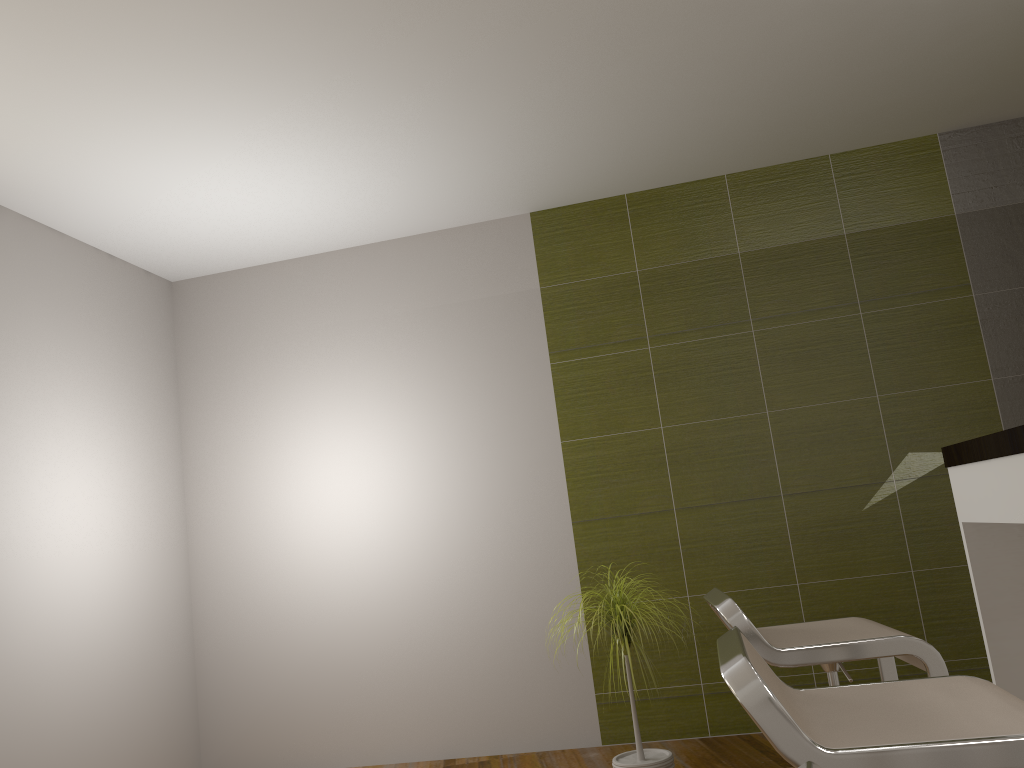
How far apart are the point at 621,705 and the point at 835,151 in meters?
3.0 m

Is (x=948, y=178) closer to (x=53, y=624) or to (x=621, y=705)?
(x=621, y=705)

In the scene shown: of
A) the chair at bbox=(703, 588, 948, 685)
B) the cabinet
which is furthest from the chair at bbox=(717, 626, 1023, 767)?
the cabinet

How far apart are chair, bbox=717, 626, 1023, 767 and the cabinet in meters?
0.6 m

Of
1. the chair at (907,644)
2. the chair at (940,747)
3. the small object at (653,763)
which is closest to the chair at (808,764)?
the chair at (940,747)

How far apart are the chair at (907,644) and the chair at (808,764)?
1.3 meters

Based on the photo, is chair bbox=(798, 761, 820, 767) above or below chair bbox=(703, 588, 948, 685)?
above

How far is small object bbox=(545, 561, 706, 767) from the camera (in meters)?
3.15

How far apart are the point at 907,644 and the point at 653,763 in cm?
156

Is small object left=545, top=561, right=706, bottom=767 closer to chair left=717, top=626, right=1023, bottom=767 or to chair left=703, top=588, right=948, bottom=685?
chair left=703, top=588, right=948, bottom=685
